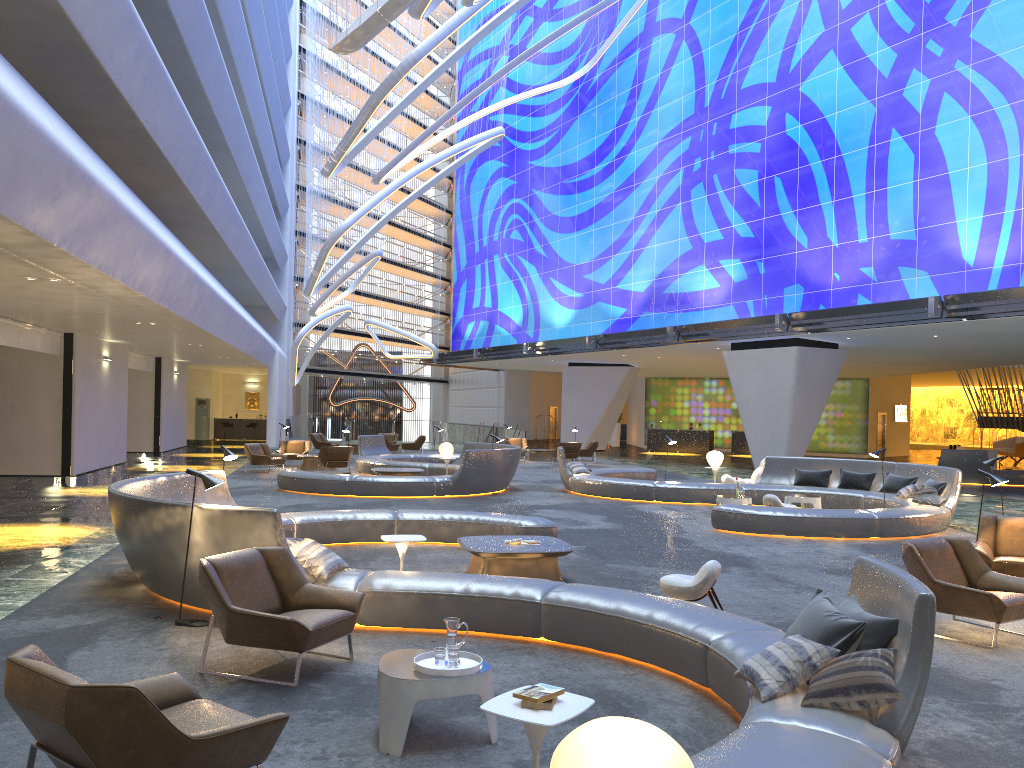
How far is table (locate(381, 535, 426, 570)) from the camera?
8.1 meters

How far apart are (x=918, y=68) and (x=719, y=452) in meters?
12.0

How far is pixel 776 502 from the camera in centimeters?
1481cm

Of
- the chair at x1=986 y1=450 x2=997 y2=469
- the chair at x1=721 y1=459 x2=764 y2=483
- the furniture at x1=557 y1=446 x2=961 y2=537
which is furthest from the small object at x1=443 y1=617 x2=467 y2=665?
the chair at x1=986 y1=450 x2=997 y2=469

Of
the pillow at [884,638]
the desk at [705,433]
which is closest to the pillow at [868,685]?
the pillow at [884,638]

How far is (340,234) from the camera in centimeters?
3022cm

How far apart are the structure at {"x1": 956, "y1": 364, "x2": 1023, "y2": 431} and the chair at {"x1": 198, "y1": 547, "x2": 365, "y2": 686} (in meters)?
35.67

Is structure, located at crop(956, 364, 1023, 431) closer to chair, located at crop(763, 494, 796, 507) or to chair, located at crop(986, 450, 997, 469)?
chair, located at crop(986, 450, 997, 469)

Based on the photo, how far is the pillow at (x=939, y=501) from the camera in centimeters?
1436cm

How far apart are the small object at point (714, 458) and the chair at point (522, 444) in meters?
13.9 m
